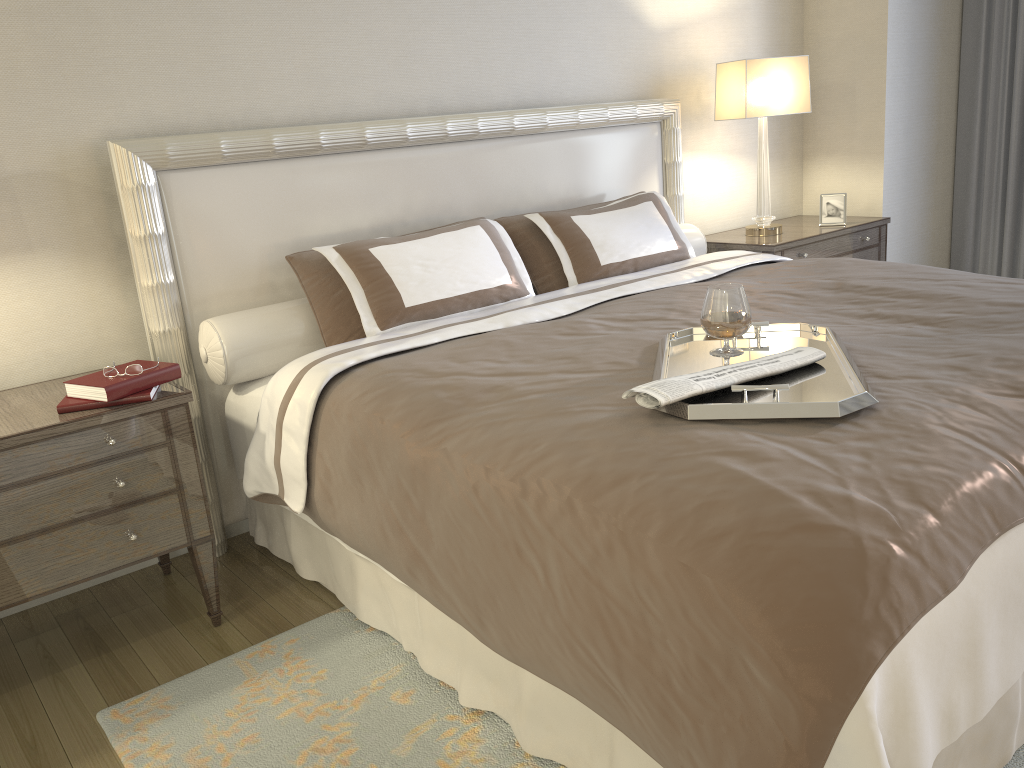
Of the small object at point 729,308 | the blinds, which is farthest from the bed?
the blinds

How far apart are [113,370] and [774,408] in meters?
1.6 m

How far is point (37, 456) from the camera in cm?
209

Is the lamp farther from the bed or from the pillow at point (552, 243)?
the pillow at point (552, 243)

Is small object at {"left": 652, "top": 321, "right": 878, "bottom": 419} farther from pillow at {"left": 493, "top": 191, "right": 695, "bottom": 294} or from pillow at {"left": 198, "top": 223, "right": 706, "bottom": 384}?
pillow at {"left": 198, "top": 223, "right": 706, "bottom": 384}

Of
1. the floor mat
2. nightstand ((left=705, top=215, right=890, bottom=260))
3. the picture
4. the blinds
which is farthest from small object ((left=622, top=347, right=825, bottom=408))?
the blinds

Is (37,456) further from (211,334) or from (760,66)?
(760,66)

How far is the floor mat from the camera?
1.9m

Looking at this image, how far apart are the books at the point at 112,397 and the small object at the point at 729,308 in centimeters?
135cm

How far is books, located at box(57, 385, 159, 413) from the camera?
2.17m
